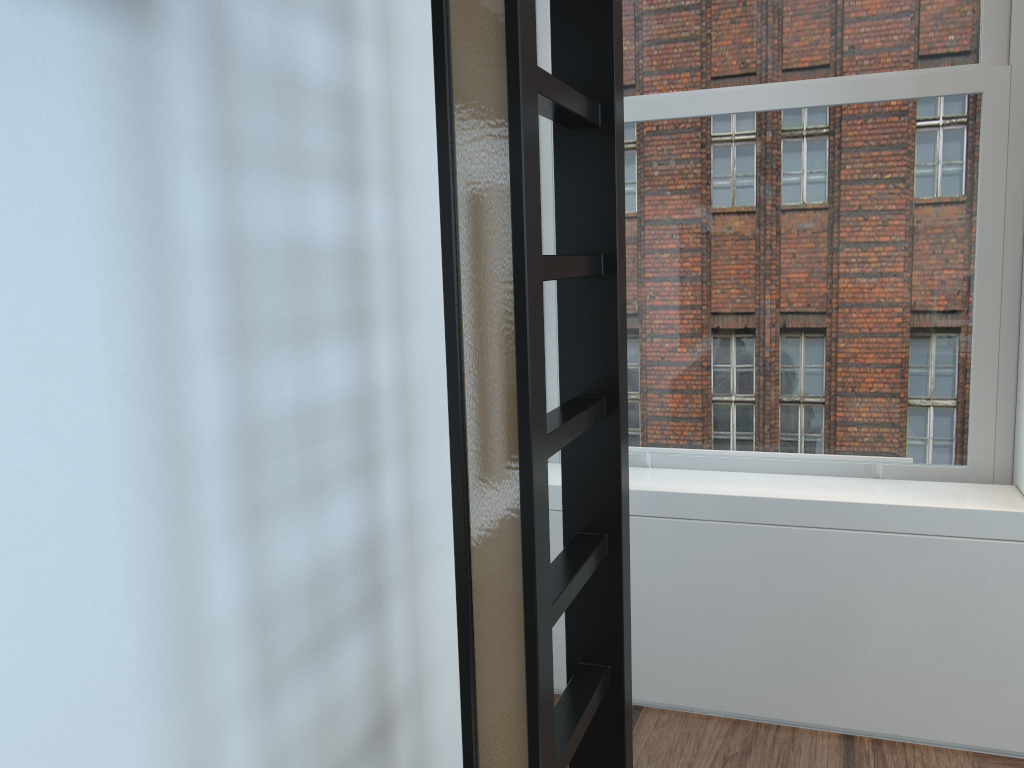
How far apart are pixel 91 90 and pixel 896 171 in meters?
2.2 m

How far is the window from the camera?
2.5m

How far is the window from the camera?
2.51m

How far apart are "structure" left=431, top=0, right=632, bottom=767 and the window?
1.1m

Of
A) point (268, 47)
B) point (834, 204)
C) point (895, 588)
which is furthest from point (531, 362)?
point (834, 204)

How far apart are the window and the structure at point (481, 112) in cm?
115

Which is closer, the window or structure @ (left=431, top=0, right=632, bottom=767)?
structure @ (left=431, top=0, right=632, bottom=767)

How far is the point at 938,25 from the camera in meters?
2.5

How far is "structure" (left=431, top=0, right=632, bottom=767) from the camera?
1.1m
